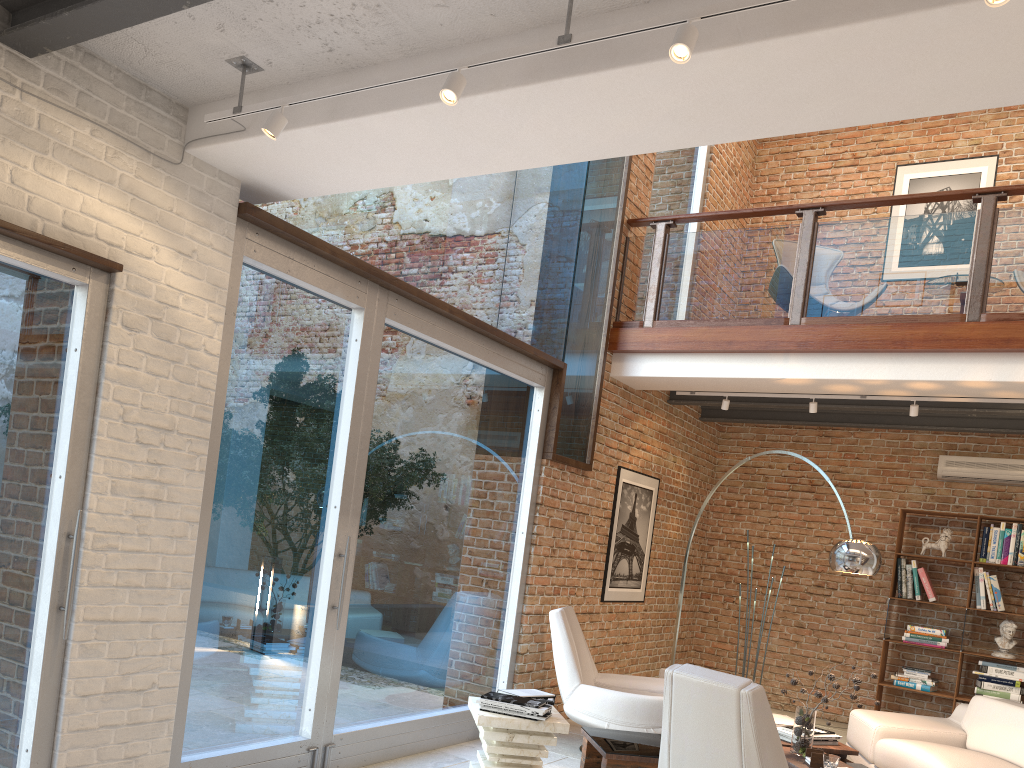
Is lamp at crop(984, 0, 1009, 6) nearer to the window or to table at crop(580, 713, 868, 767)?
the window

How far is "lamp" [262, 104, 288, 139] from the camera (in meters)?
3.24

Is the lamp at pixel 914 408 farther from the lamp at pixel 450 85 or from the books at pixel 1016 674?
the lamp at pixel 450 85

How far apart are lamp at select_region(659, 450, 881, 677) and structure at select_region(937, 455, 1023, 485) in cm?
326

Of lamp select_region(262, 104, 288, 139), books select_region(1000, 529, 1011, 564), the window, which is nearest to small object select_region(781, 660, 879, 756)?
the window

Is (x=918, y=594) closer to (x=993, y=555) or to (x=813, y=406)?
(x=993, y=555)

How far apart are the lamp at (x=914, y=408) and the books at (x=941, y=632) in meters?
2.5

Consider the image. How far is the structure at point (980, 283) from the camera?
5.9m

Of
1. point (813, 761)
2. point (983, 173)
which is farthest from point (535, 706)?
point (983, 173)

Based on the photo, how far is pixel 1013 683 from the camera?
7.50m
